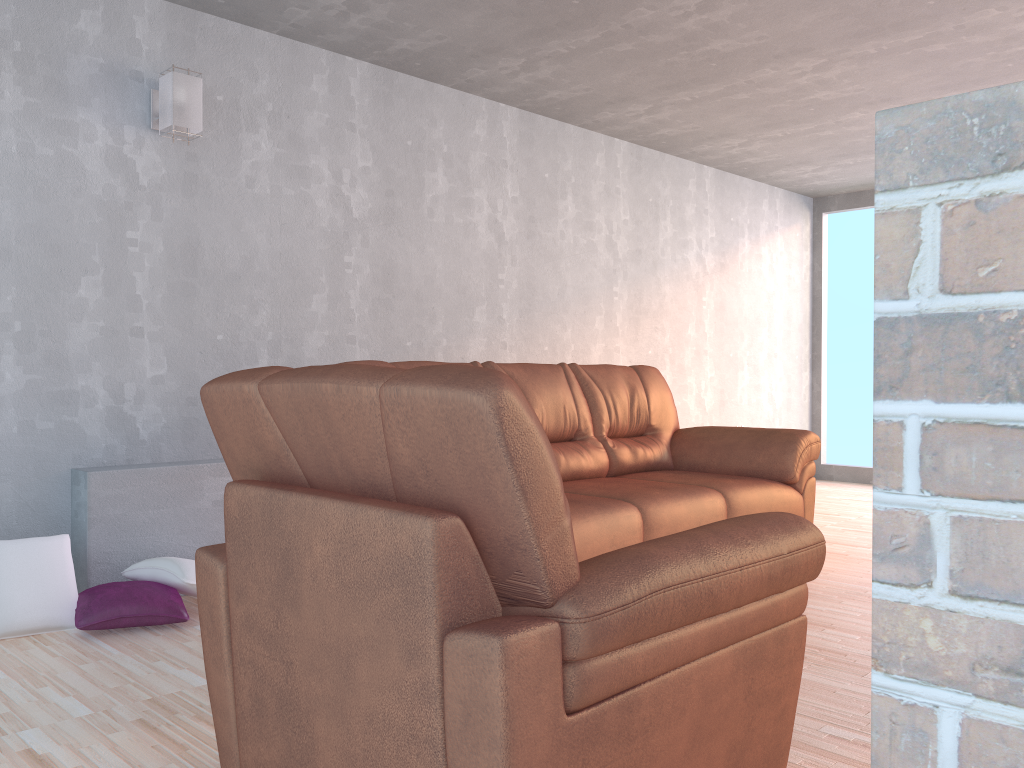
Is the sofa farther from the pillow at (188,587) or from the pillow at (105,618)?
the pillow at (105,618)

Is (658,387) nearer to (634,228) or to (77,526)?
(634,228)

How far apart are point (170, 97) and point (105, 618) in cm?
203

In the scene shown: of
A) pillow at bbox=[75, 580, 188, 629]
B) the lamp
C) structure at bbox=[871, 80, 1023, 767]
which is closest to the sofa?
pillow at bbox=[75, 580, 188, 629]

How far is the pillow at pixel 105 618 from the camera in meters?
3.0 m

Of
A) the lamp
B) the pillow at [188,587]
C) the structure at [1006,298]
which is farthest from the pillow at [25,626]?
the structure at [1006,298]

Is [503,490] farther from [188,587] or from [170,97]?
[170,97]

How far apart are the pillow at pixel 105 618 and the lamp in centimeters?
178cm

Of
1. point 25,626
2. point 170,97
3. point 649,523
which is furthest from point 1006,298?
point 170,97

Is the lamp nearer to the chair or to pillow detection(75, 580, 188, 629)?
pillow detection(75, 580, 188, 629)
